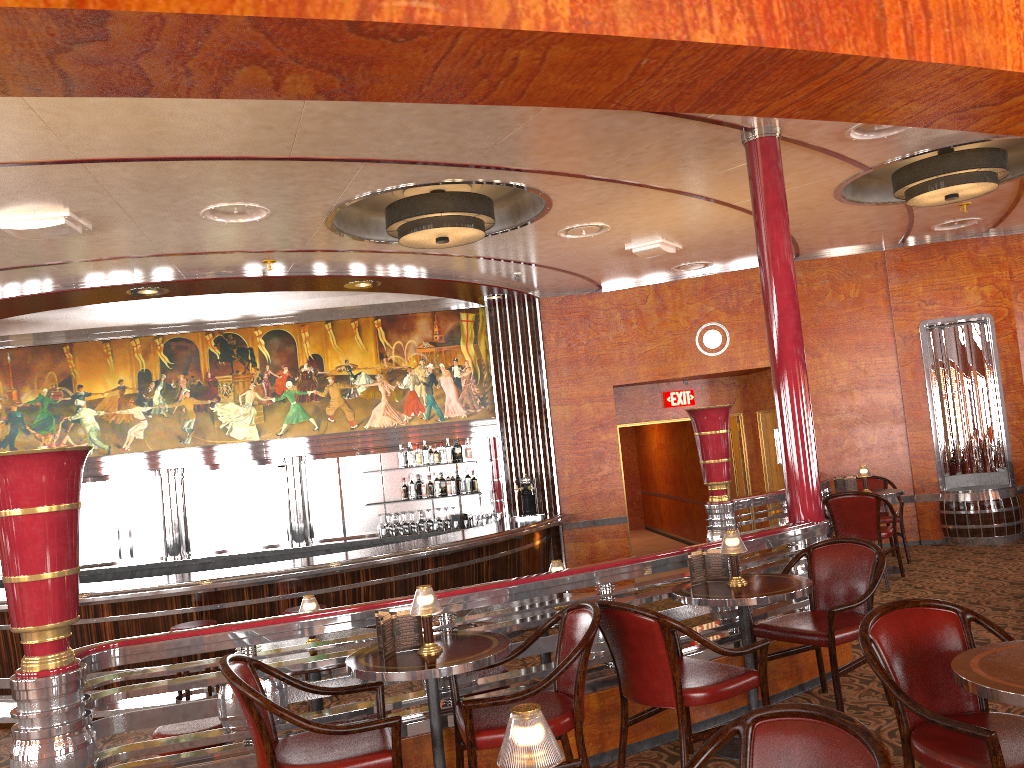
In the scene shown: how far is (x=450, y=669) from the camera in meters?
3.1

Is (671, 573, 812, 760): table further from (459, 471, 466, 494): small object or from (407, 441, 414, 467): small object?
(407, 441, 414, 467): small object

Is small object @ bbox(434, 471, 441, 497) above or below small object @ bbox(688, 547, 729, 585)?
above

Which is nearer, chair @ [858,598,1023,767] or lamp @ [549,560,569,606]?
chair @ [858,598,1023,767]

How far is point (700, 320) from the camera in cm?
999

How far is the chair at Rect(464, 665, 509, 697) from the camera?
4.41m

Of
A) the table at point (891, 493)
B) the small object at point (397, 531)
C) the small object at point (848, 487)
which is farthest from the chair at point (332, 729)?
the small object at point (397, 531)

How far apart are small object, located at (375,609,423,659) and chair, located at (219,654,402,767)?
0.2m

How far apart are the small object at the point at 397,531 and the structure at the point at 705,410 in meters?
3.9

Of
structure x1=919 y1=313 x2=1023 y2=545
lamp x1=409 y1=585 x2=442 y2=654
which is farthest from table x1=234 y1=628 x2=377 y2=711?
structure x1=919 y1=313 x2=1023 y2=545
